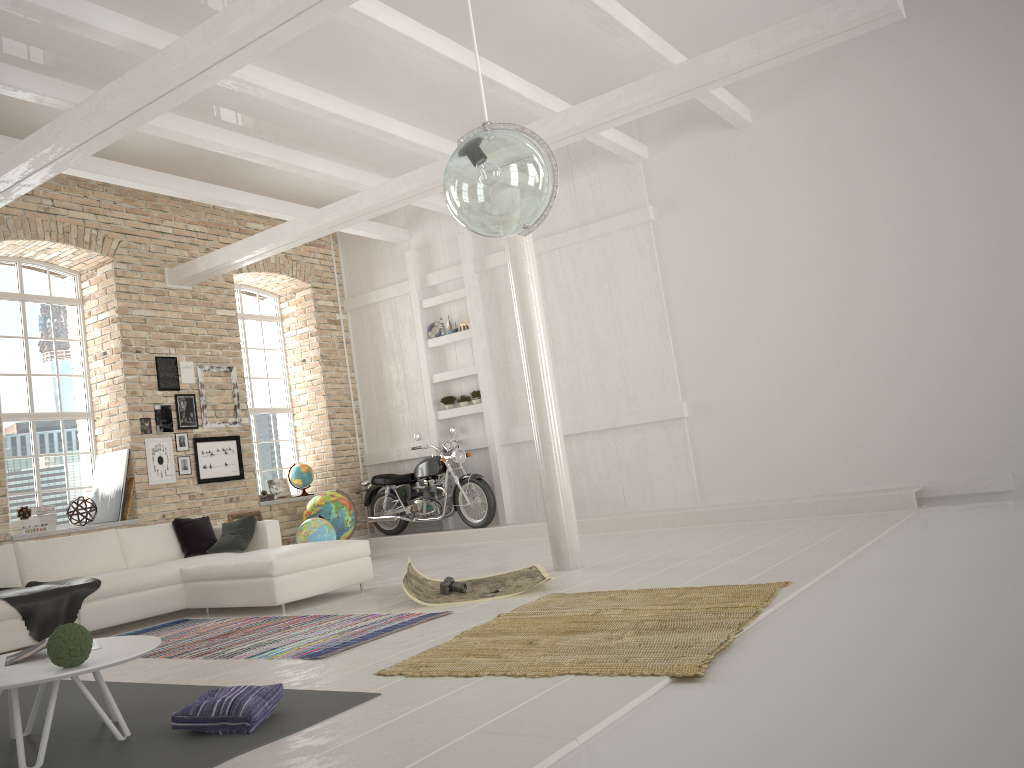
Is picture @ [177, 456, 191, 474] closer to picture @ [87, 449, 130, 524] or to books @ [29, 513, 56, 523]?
picture @ [87, 449, 130, 524]

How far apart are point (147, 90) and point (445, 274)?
6.6 meters

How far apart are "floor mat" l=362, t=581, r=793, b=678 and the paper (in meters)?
0.23

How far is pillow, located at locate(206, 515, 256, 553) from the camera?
7.8 meters

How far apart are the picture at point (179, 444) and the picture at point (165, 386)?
0.6m

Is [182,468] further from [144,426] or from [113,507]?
[113,507]

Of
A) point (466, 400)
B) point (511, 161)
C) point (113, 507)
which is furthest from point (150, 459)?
point (511, 161)

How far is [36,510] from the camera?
8.8 meters

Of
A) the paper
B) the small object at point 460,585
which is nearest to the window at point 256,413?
the paper

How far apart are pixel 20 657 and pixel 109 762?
0.7m
